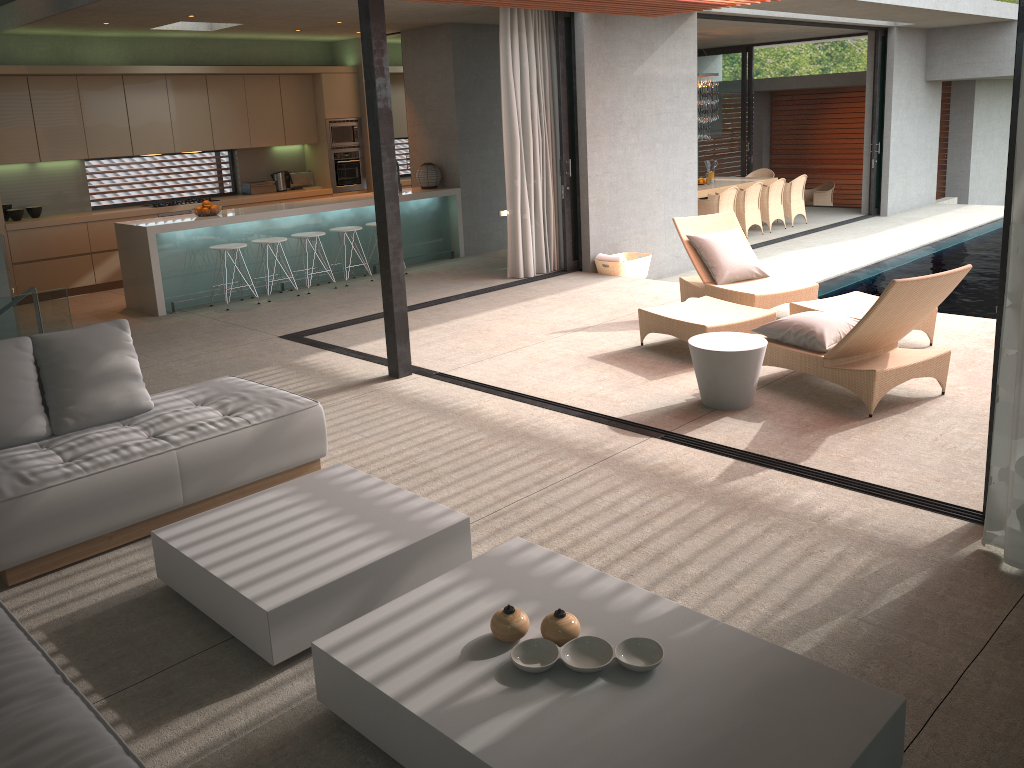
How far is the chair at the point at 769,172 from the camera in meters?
16.4

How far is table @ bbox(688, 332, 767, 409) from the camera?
5.2 meters

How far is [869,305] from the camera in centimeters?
668cm

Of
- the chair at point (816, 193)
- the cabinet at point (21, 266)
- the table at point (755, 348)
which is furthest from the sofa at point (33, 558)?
the chair at point (816, 193)

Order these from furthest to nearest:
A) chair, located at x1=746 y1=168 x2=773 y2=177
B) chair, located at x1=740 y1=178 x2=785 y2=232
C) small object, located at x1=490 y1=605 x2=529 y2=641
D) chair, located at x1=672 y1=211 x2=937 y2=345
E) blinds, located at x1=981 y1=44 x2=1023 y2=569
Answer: chair, located at x1=746 y1=168 x2=773 y2=177, chair, located at x1=740 y1=178 x2=785 y2=232, chair, located at x1=672 y1=211 x2=937 y2=345, blinds, located at x1=981 y1=44 x2=1023 y2=569, small object, located at x1=490 y1=605 x2=529 y2=641

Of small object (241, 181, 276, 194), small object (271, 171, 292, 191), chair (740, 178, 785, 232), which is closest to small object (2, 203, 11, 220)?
small object (241, 181, 276, 194)

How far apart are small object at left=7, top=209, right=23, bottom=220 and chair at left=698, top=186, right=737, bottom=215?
9.1 meters

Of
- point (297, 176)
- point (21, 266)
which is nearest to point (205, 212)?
point (21, 266)

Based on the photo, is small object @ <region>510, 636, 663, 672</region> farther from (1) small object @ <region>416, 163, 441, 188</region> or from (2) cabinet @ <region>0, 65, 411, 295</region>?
(1) small object @ <region>416, 163, 441, 188</region>

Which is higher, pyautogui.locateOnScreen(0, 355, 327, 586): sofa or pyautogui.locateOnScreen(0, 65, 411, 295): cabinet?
pyautogui.locateOnScreen(0, 65, 411, 295): cabinet
